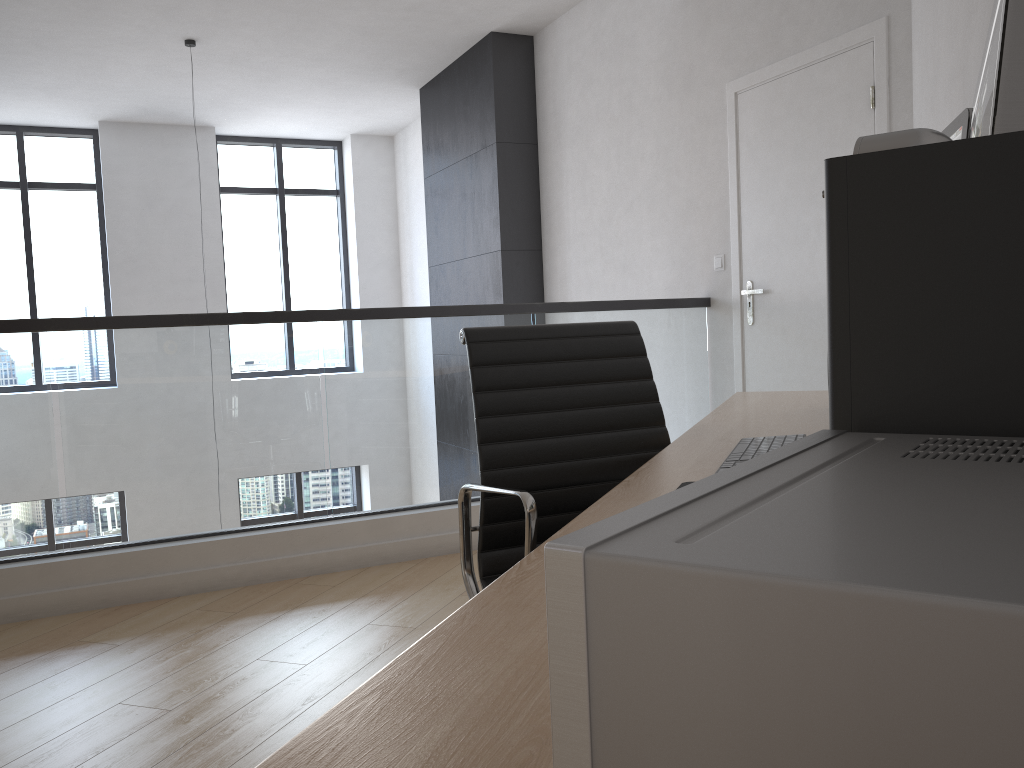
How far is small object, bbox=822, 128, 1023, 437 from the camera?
0.5 meters

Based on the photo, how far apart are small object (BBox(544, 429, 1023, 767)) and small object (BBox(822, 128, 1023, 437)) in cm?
3

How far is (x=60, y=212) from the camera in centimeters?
827cm

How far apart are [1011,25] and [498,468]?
1.4 meters

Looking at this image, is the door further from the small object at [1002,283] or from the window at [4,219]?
the window at [4,219]

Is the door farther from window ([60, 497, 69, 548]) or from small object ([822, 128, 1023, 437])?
window ([60, 497, 69, 548])

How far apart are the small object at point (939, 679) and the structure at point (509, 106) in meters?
5.7 m

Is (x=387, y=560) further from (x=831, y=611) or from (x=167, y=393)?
(x=831, y=611)

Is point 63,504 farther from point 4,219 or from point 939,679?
point 939,679

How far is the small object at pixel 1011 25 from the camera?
0.6 meters
